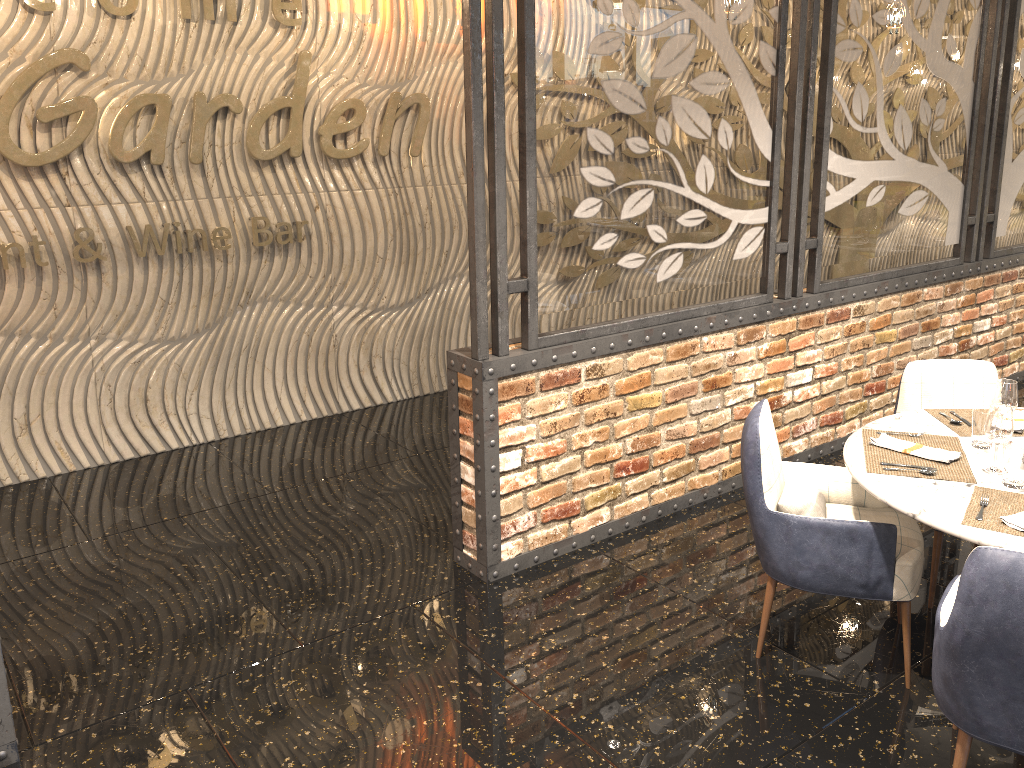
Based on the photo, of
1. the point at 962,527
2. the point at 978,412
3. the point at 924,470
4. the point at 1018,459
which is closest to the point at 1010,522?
the point at 962,527

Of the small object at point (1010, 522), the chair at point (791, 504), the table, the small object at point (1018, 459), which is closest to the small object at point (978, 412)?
the table

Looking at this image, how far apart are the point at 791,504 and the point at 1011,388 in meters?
0.8 m

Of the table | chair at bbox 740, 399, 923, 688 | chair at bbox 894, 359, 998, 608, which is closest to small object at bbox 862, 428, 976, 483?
the table

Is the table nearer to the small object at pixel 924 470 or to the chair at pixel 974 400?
the small object at pixel 924 470

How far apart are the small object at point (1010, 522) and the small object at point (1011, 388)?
0.49m

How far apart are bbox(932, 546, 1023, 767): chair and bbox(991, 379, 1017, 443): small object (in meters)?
0.80

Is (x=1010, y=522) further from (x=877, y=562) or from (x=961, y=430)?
(x=961, y=430)

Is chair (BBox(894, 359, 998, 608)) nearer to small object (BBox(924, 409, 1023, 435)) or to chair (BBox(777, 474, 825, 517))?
A: small object (BBox(924, 409, 1023, 435))

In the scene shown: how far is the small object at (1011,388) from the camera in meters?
3.0
